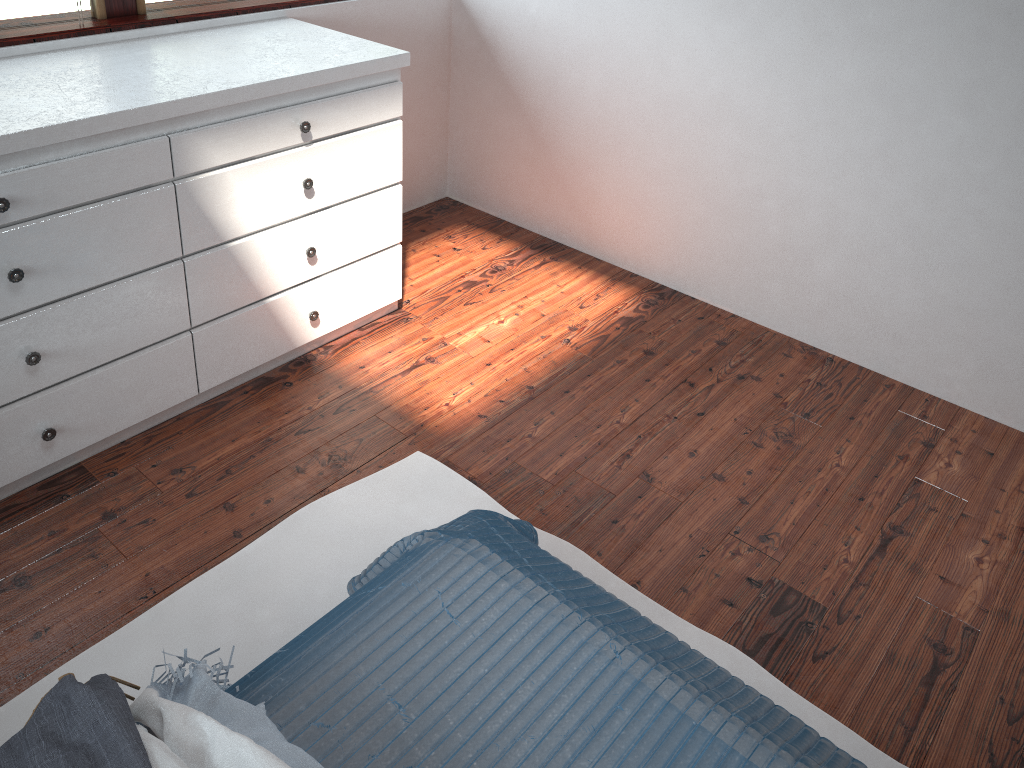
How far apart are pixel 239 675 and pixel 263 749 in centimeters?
61cm

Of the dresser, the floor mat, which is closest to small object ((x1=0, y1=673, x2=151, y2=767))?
the floor mat

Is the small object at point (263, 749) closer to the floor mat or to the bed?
the bed

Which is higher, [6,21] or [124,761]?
[6,21]

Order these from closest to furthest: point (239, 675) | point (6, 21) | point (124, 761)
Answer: point (124, 761) → point (239, 675) → point (6, 21)

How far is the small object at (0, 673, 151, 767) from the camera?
1.17m

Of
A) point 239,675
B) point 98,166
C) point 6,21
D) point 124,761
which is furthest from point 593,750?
point 6,21

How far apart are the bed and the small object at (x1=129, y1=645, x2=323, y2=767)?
0.01m

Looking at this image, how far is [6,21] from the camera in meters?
2.3

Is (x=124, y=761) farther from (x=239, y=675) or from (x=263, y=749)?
(x=239, y=675)
